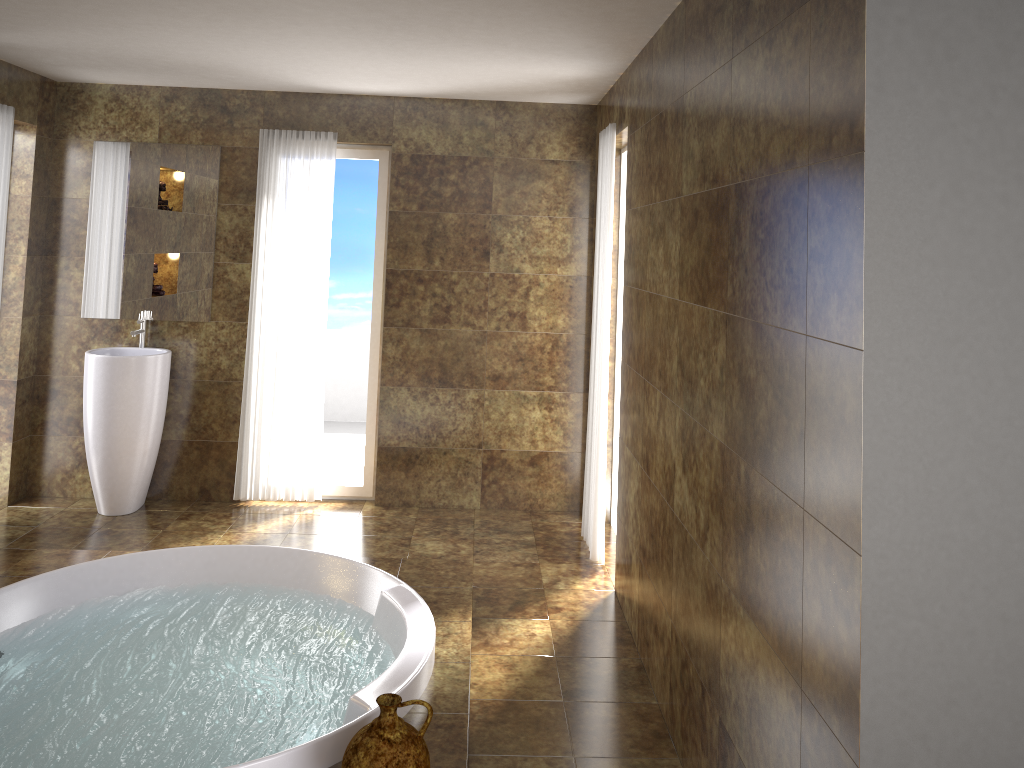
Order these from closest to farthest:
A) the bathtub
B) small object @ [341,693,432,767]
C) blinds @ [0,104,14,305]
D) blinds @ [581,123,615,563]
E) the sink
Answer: small object @ [341,693,432,767] < the bathtub < blinds @ [581,123,615,563] < blinds @ [0,104,14,305] < the sink

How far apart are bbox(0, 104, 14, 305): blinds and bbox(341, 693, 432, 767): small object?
3.63m

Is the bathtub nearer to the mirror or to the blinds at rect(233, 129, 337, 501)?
the blinds at rect(233, 129, 337, 501)

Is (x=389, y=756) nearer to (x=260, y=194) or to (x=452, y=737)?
(x=452, y=737)

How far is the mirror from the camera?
5.17m

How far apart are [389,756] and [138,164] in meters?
4.1

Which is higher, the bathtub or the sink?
the sink

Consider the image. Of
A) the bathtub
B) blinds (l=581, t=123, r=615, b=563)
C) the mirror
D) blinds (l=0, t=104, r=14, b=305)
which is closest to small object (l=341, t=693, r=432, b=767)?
the bathtub

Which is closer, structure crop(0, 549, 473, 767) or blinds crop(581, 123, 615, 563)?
structure crop(0, 549, 473, 767)

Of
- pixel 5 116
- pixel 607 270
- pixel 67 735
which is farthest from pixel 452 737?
pixel 5 116
